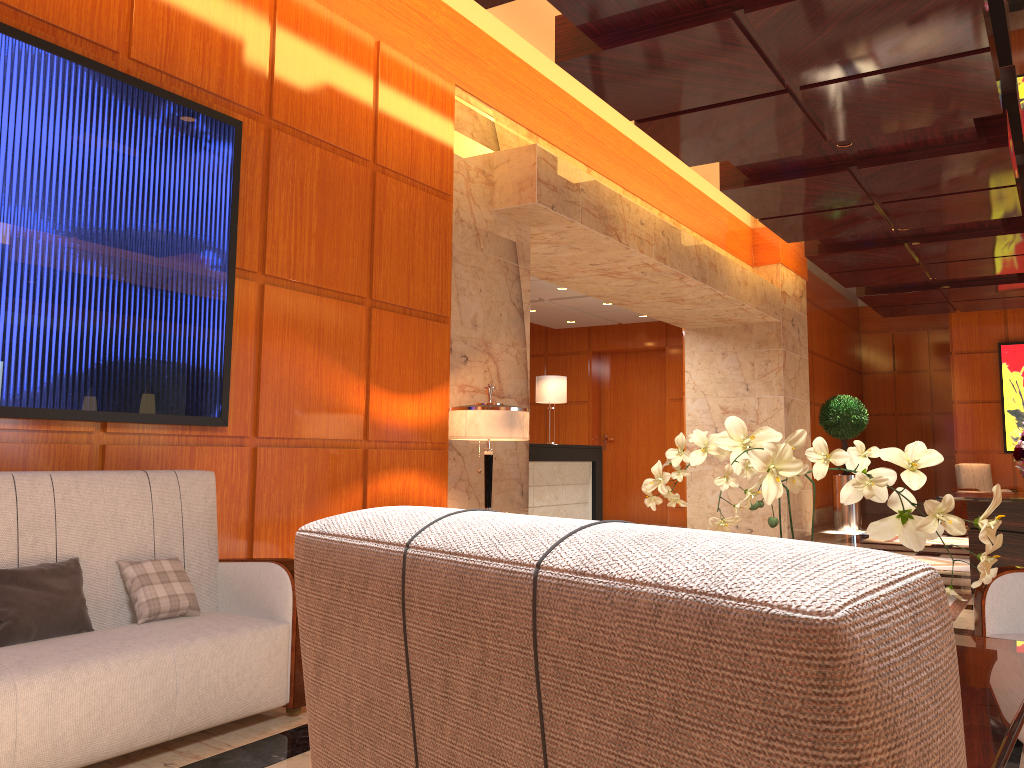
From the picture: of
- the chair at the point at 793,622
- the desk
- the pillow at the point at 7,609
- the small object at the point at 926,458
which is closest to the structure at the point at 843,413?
the desk

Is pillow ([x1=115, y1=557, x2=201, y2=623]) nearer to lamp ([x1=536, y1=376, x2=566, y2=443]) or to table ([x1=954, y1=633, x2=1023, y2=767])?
table ([x1=954, y1=633, x2=1023, y2=767])

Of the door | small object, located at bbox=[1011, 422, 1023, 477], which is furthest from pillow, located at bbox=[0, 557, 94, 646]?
the door

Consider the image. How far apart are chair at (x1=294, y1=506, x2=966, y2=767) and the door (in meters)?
13.22

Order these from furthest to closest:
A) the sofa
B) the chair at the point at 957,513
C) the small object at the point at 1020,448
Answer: the chair at the point at 957,513 < the small object at the point at 1020,448 < the sofa

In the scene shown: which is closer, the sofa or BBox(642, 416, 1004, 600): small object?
BBox(642, 416, 1004, 600): small object

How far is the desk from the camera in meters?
→ 9.7 m

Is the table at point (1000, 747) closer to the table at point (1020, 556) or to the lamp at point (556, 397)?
the table at point (1020, 556)

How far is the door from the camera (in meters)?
13.84

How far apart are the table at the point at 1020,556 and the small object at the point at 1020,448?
0.28m
